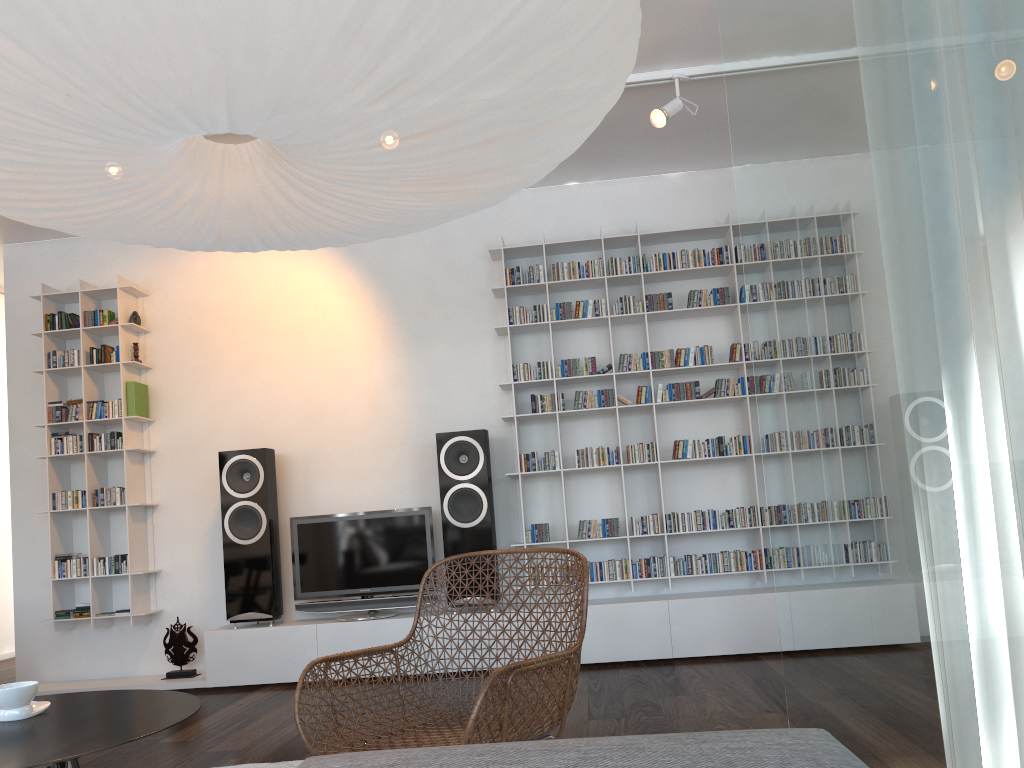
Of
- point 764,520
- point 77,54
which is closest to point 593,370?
point 764,520

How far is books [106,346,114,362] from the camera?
5.3m

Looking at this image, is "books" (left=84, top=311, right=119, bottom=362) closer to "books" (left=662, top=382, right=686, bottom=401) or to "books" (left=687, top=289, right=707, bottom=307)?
"books" (left=662, top=382, right=686, bottom=401)

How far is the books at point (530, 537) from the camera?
4.9 meters

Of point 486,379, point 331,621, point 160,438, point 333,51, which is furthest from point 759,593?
point 333,51

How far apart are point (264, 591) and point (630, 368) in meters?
2.4 m

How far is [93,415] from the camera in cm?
522

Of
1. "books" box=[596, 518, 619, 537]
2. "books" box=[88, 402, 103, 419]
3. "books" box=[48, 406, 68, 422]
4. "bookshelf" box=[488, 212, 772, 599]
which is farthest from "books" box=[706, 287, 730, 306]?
"books" box=[48, 406, 68, 422]

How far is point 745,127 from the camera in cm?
279

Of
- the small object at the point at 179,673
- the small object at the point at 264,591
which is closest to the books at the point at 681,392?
the small object at the point at 264,591
